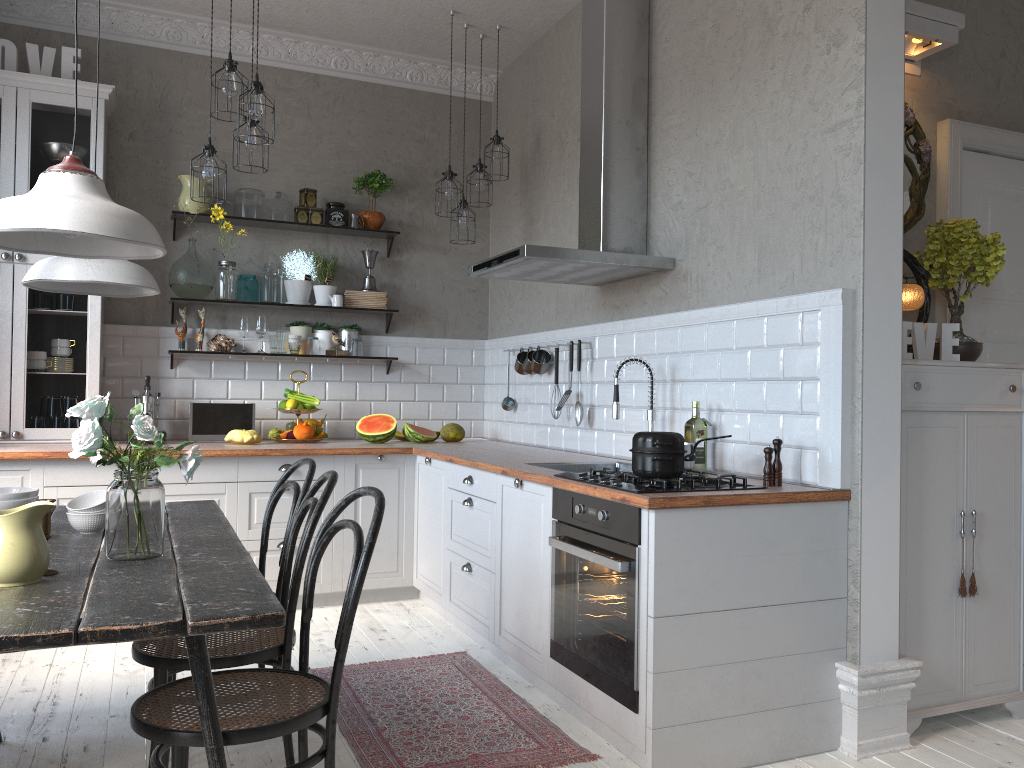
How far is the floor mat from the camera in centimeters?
282cm

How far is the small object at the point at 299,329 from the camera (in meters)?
5.41

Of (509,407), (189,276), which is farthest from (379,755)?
(189,276)

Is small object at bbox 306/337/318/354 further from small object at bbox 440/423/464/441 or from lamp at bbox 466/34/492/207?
lamp at bbox 466/34/492/207

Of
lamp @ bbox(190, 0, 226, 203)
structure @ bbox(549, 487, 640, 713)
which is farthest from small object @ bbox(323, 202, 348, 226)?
structure @ bbox(549, 487, 640, 713)

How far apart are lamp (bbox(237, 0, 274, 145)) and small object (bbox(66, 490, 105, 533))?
1.8 meters

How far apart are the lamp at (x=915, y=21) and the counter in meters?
1.7

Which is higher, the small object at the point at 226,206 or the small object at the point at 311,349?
the small object at the point at 226,206

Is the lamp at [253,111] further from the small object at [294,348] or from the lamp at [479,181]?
the small object at [294,348]

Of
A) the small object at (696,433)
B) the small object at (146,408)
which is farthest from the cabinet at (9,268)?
the small object at (696,433)
